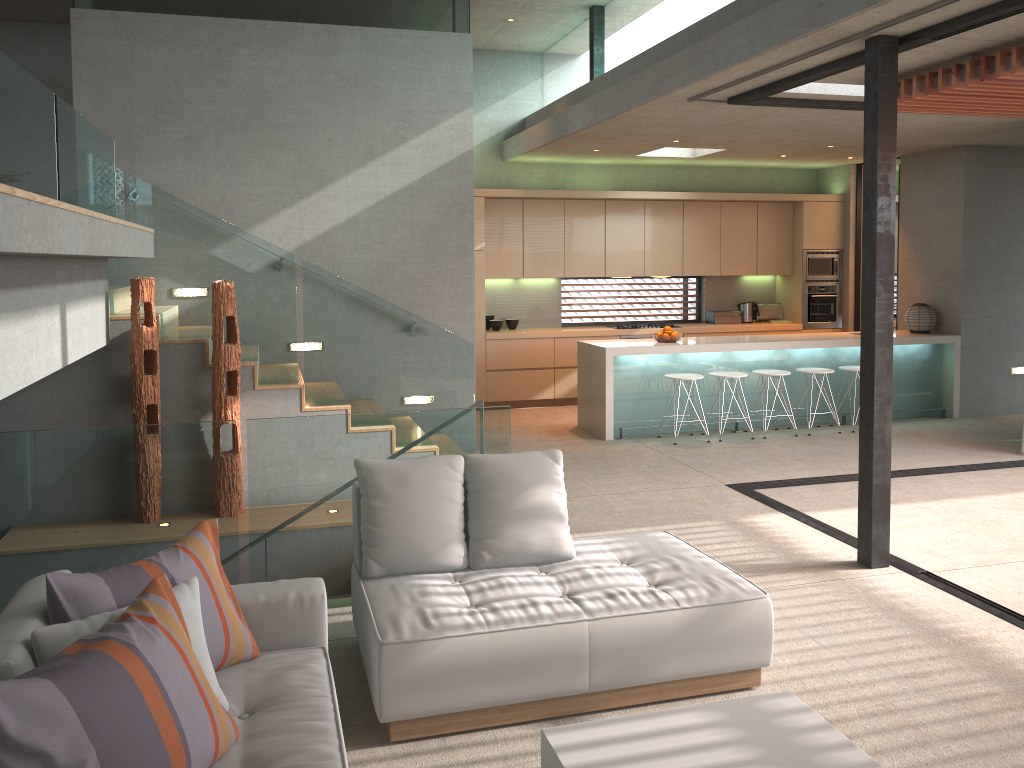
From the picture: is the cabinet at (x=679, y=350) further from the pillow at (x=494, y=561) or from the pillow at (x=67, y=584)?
the pillow at (x=67, y=584)

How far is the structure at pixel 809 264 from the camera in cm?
1129

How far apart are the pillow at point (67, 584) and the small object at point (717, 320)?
9.2m

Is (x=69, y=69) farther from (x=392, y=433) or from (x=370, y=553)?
(x=370, y=553)

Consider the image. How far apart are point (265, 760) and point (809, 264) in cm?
1024

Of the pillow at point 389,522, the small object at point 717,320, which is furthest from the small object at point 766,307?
the pillow at point 389,522

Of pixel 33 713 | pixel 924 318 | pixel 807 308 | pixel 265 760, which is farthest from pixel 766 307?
pixel 33 713

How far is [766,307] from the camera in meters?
11.7 m

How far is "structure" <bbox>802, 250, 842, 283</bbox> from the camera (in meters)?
11.29

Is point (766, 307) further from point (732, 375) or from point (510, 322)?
point (510, 322)
